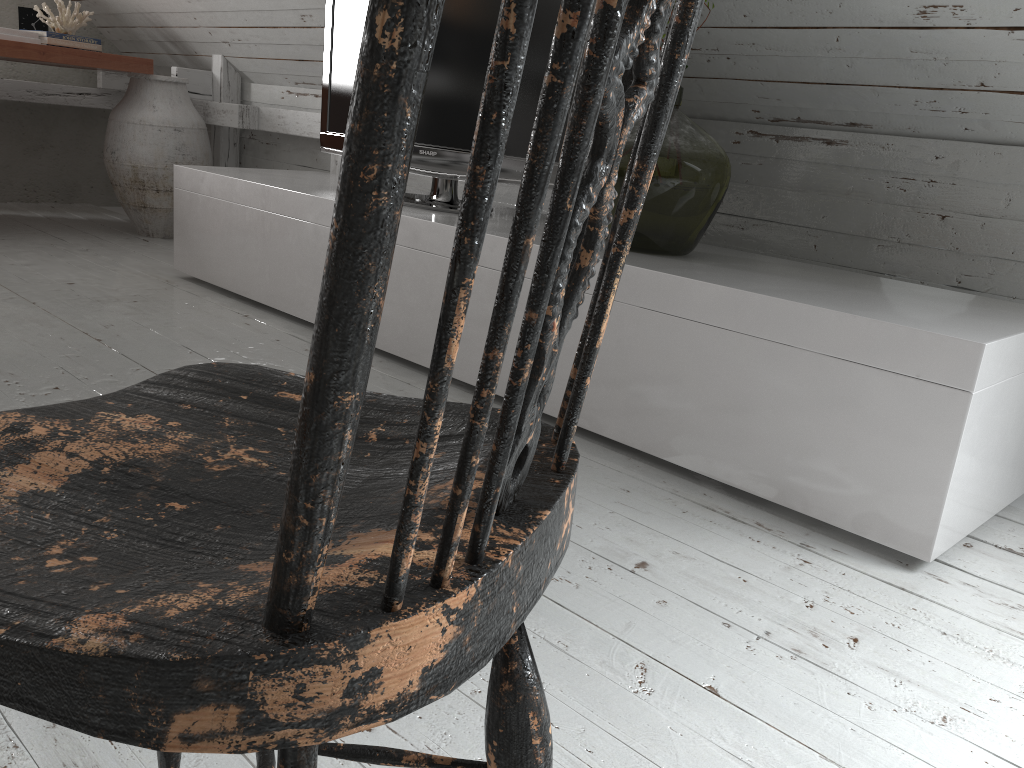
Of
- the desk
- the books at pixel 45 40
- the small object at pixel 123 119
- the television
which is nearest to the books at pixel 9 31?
the books at pixel 45 40

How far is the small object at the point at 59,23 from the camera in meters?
3.9 m

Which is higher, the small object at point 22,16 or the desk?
the small object at point 22,16

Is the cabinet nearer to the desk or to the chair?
the desk

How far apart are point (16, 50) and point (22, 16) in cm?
89

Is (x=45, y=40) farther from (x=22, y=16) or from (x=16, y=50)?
(x=16, y=50)

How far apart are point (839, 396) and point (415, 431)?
1.1m

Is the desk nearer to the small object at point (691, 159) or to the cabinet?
the cabinet

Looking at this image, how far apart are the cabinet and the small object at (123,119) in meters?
0.8

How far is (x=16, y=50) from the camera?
3.33m
